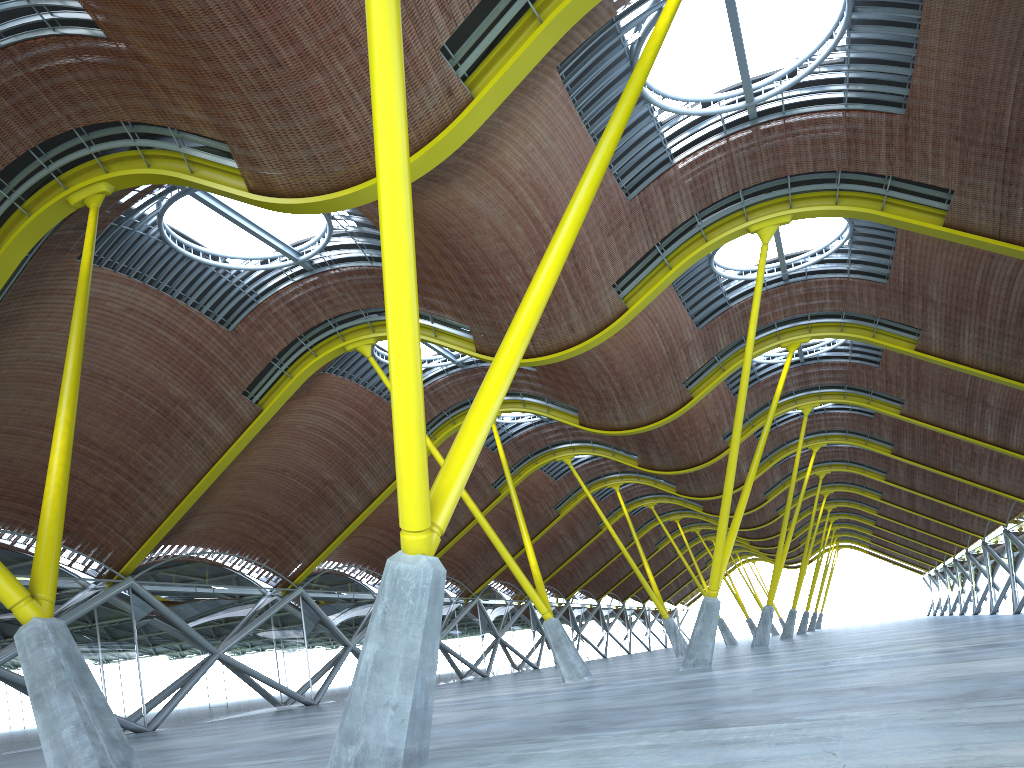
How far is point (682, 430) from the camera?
46.7m

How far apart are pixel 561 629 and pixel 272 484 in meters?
15.8 m

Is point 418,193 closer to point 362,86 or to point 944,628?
point 362,86
